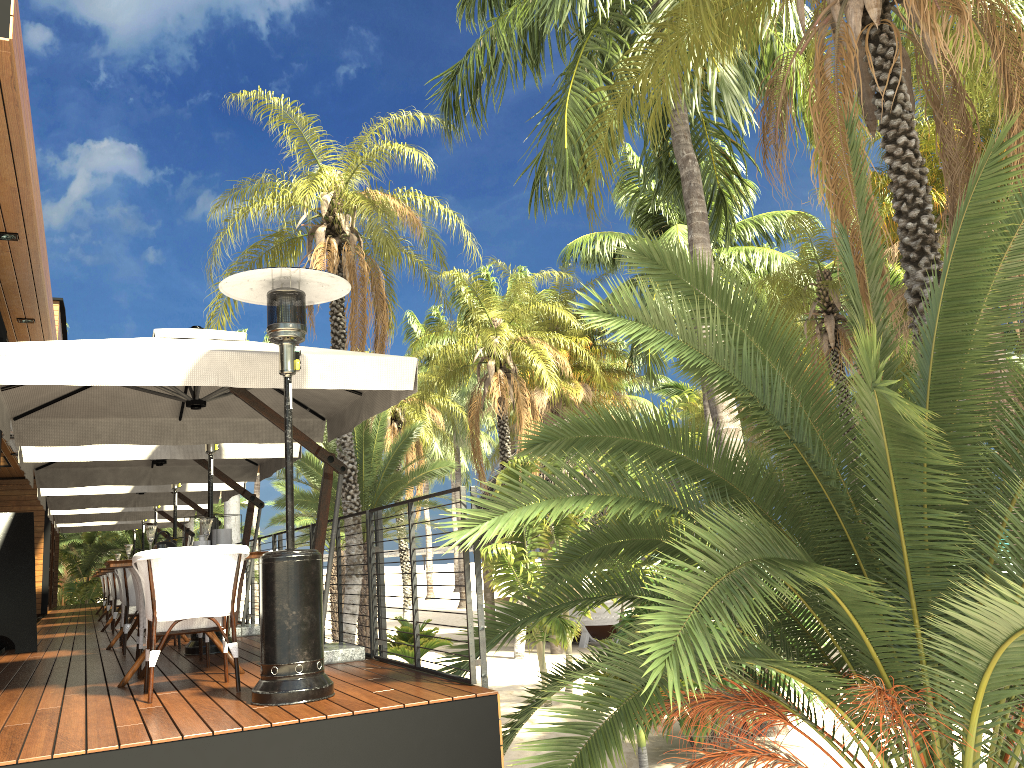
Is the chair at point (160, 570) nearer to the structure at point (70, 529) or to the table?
the table

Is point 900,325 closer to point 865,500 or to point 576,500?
point 865,500

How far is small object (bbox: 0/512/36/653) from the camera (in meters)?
8.77

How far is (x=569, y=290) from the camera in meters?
31.1 m

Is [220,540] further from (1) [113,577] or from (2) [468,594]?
(1) [113,577]

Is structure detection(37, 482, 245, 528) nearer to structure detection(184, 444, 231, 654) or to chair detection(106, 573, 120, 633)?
chair detection(106, 573, 120, 633)

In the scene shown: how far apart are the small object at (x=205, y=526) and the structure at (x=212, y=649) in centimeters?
199cm

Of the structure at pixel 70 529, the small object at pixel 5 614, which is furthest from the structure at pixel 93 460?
the structure at pixel 70 529

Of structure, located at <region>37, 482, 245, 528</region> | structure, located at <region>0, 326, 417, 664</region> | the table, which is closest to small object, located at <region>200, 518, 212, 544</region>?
the table

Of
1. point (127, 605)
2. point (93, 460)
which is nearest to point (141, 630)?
point (127, 605)
